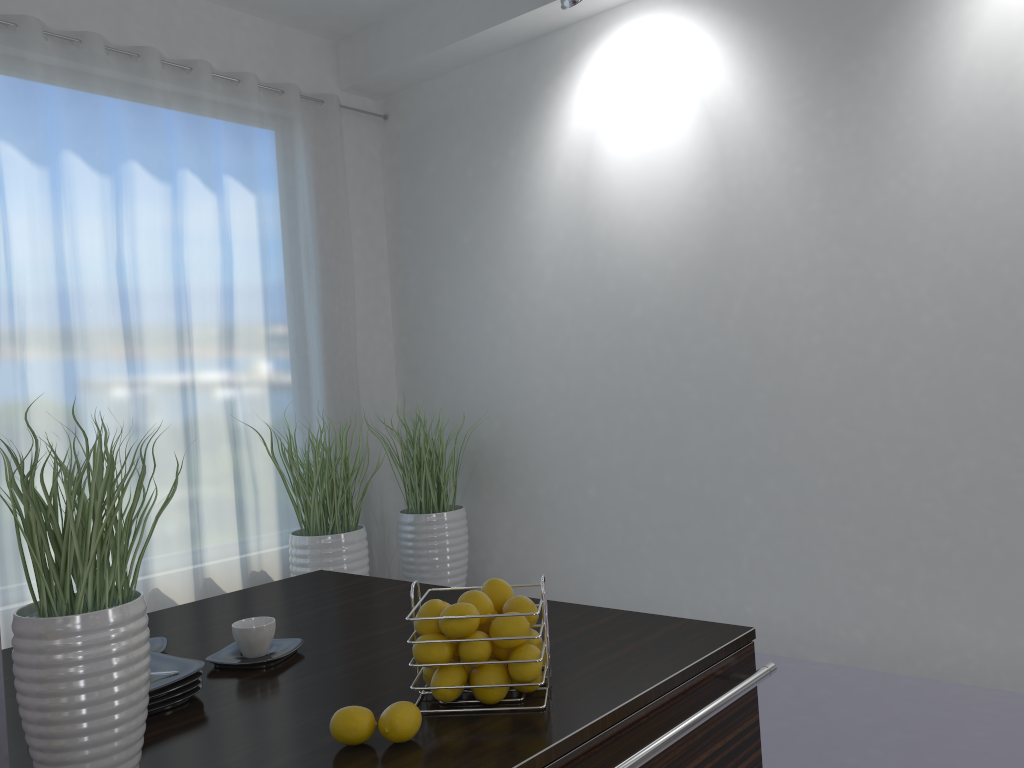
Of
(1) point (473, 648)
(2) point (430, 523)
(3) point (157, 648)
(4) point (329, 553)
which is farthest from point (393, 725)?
(2) point (430, 523)

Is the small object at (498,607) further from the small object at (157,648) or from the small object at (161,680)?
the small object at (157,648)

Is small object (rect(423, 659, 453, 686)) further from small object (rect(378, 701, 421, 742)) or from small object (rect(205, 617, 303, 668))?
small object (rect(205, 617, 303, 668))

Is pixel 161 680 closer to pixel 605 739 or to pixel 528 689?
pixel 528 689

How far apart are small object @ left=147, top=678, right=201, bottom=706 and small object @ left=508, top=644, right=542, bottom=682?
0.53m

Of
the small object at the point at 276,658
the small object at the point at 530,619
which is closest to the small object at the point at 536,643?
the small object at the point at 530,619

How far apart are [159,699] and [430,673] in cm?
42

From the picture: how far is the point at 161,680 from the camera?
1.4m

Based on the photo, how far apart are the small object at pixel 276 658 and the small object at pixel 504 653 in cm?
45

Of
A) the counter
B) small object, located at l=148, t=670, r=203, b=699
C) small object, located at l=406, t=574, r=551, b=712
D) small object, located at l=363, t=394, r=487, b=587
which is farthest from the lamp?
small object, located at l=148, t=670, r=203, b=699
